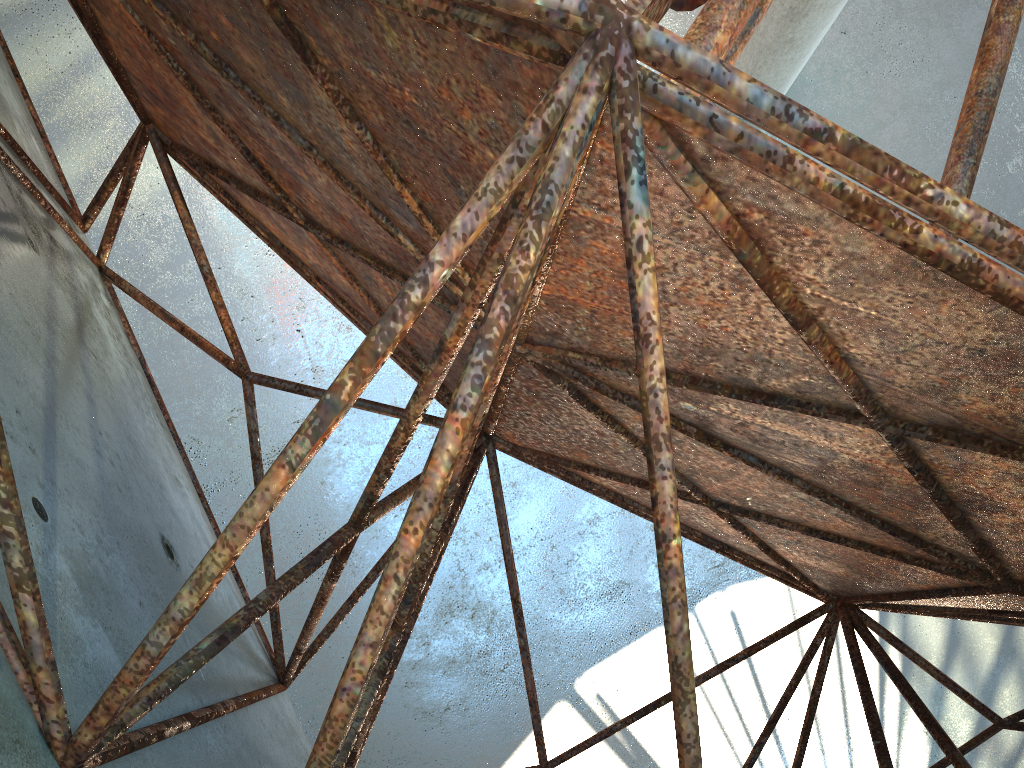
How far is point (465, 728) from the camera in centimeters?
1766cm

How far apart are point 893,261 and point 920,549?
3.0 meters
